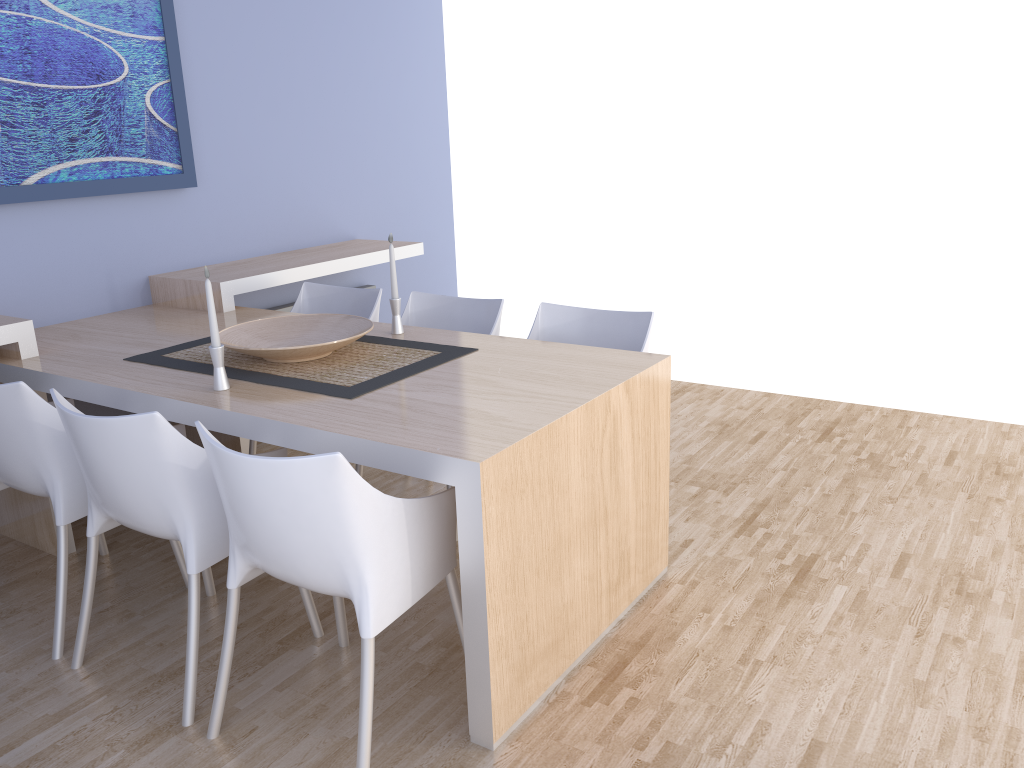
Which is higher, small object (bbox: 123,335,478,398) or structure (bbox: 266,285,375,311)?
small object (bbox: 123,335,478,398)

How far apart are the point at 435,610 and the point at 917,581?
1.5 meters

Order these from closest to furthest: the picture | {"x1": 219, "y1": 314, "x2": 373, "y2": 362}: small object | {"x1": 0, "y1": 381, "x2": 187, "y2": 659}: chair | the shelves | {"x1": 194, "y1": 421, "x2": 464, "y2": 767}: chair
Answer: {"x1": 194, "y1": 421, "x2": 464, "y2": 767}: chair → {"x1": 0, "y1": 381, "x2": 187, "y2": 659}: chair → {"x1": 219, "y1": 314, "x2": 373, "y2": 362}: small object → the shelves → the picture

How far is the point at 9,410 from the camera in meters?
2.4

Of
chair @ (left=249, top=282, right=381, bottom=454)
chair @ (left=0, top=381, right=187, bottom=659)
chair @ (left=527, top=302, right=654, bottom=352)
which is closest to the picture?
chair @ (left=249, top=282, right=381, bottom=454)

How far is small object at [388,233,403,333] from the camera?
3.04m

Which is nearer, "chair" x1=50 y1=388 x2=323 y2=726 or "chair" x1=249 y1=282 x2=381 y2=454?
"chair" x1=50 y1=388 x2=323 y2=726

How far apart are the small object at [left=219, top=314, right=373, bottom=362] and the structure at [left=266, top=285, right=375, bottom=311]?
1.37m

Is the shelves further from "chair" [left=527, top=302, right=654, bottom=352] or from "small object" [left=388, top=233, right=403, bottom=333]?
"chair" [left=527, top=302, right=654, bottom=352]

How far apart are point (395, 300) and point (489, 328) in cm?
42
